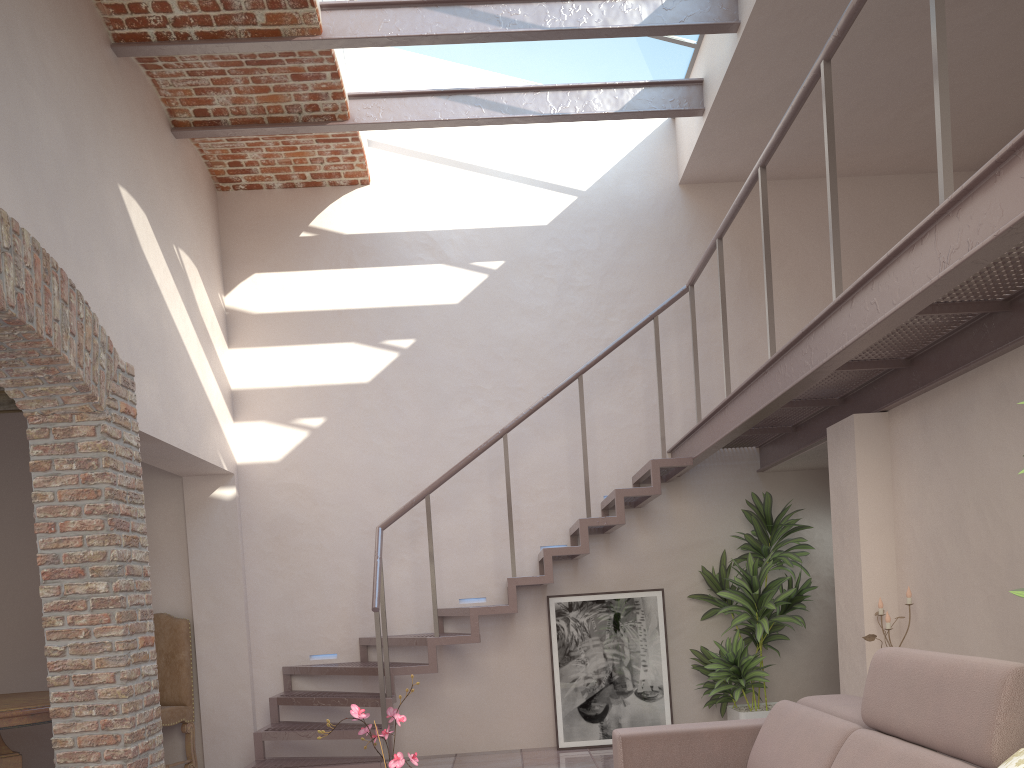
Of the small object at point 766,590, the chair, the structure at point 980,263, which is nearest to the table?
the chair

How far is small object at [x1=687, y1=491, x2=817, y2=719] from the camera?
6.13m

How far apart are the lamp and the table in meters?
4.7

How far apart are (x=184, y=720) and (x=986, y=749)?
5.92m

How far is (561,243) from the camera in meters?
6.7

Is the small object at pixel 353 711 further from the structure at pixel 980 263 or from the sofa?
the structure at pixel 980 263

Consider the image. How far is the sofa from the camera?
2.15m

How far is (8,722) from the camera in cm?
499

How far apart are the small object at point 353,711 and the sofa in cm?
109

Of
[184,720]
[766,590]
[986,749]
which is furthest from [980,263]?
[184,720]
